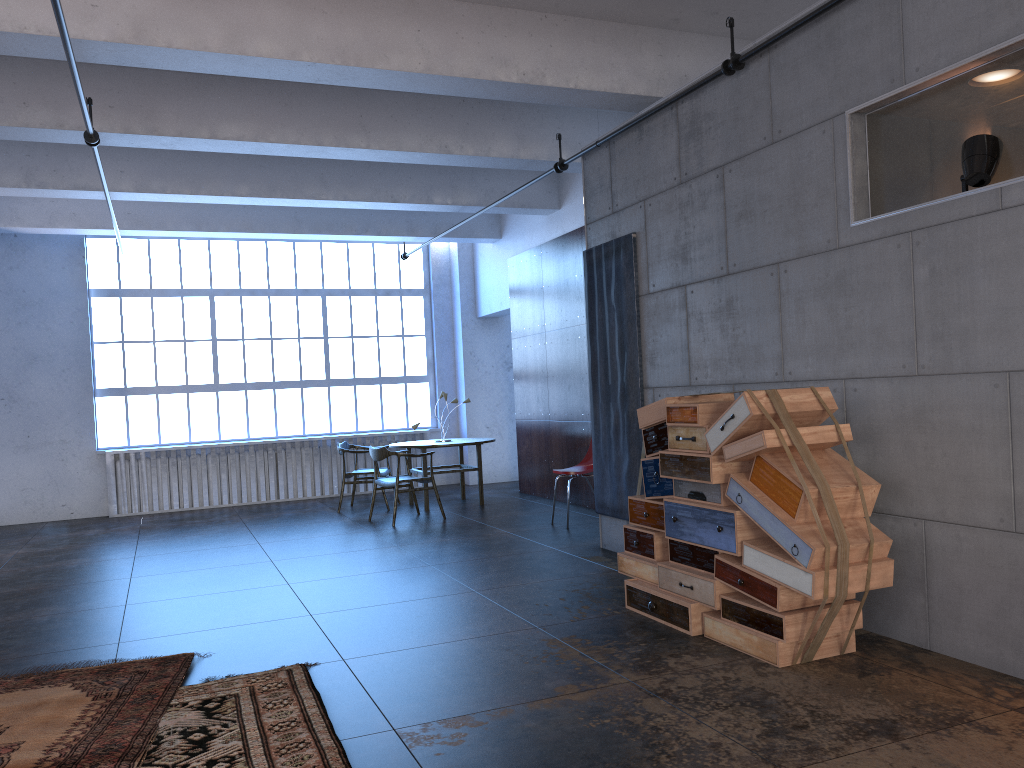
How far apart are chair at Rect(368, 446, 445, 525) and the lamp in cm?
659

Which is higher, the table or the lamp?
the lamp

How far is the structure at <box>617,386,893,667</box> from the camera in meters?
4.0 m

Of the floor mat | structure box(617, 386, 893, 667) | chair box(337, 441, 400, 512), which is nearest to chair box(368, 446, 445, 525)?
chair box(337, 441, 400, 512)

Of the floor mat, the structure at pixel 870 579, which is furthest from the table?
the floor mat

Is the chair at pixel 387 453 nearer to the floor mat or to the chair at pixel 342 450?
the chair at pixel 342 450

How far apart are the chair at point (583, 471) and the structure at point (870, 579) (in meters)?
3.05

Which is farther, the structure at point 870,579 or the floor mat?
the structure at point 870,579

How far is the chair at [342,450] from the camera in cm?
1082

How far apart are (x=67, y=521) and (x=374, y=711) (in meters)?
9.18
